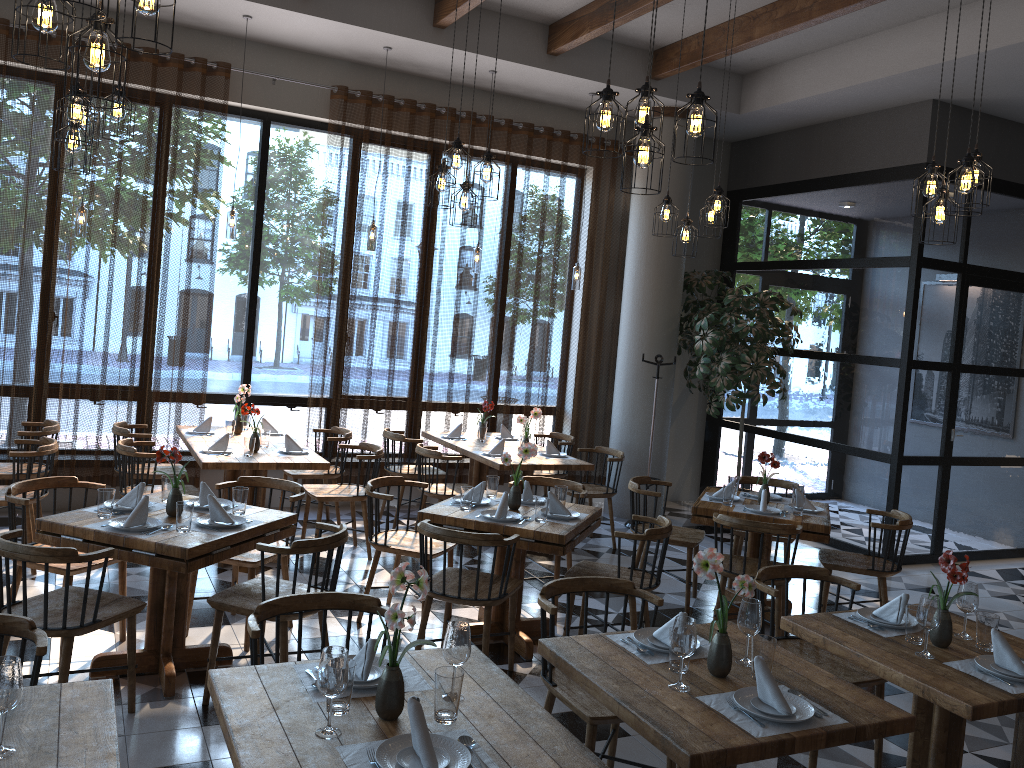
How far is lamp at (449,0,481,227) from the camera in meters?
5.8 m

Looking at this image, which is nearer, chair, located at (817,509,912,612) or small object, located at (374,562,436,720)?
small object, located at (374,562,436,720)

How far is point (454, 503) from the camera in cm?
518

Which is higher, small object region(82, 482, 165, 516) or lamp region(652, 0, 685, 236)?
lamp region(652, 0, 685, 236)

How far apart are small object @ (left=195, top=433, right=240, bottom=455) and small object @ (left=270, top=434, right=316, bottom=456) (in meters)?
0.32

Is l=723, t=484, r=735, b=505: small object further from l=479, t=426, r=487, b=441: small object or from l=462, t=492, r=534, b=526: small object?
l=479, t=426, r=487, b=441: small object

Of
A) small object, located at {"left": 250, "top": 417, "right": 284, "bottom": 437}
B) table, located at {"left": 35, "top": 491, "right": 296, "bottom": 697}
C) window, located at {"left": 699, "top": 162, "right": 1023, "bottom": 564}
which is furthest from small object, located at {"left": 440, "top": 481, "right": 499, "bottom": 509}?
window, located at {"left": 699, "top": 162, "right": 1023, "bottom": 564}

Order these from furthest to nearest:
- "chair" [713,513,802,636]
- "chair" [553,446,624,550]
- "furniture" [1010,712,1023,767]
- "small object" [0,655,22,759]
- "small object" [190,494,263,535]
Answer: "chair" [553,446,624,550]
"chair" [713,513,802,636]
"small object" [190,494,263,535]
"furniture" [1010,712,1023,767]
"small object" [0,655,22,759]

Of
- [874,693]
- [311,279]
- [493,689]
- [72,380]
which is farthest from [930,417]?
[72,380]

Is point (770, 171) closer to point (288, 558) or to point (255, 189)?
point (255, 189)
